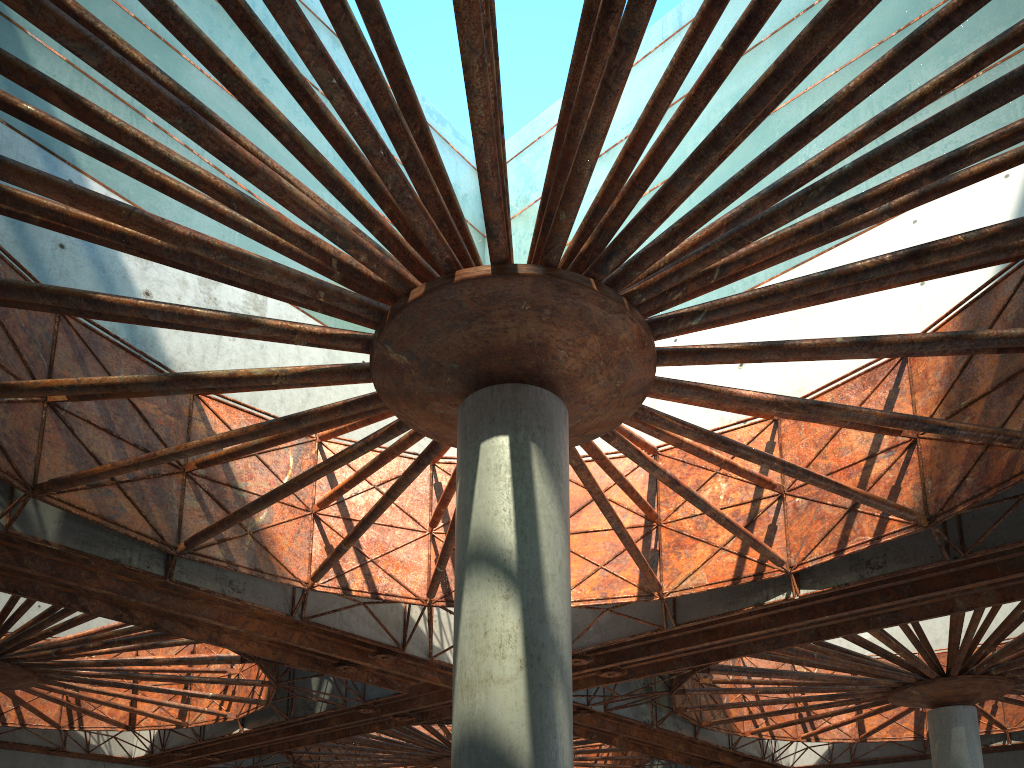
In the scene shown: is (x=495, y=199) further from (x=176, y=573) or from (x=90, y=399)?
(x=176, y=573)
